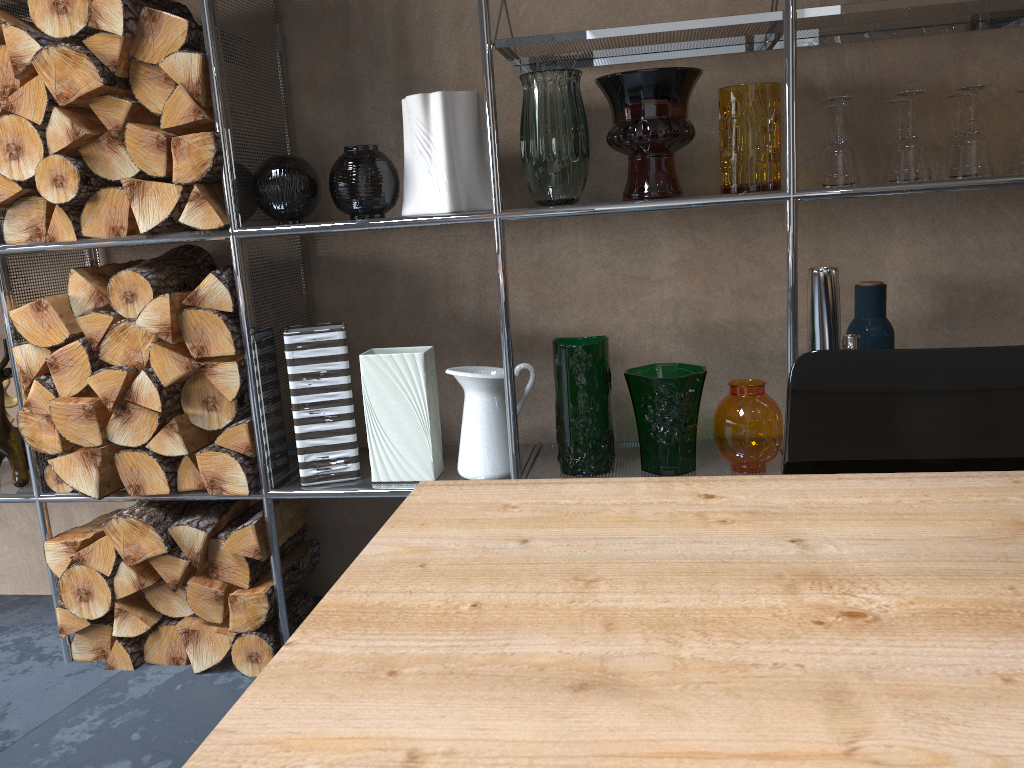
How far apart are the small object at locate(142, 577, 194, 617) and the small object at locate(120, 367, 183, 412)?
0.42m

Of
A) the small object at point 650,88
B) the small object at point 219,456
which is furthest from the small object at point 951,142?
the small object at point 219,456

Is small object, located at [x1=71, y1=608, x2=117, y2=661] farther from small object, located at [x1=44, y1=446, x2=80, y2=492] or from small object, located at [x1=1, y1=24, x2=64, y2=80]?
small object, located at [x1=1, y1=24, x2=64, y2=80]

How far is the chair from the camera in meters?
0.9 m

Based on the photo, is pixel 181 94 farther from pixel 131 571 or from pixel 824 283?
pixel 824 283

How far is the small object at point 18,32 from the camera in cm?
180

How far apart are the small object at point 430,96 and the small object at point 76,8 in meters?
0.6 m

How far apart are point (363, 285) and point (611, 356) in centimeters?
64cm

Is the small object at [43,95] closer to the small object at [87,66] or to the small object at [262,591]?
the small object at [87,66]

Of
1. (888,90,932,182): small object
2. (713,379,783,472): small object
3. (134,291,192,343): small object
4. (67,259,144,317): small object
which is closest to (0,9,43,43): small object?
(67,259,144,317): small object
